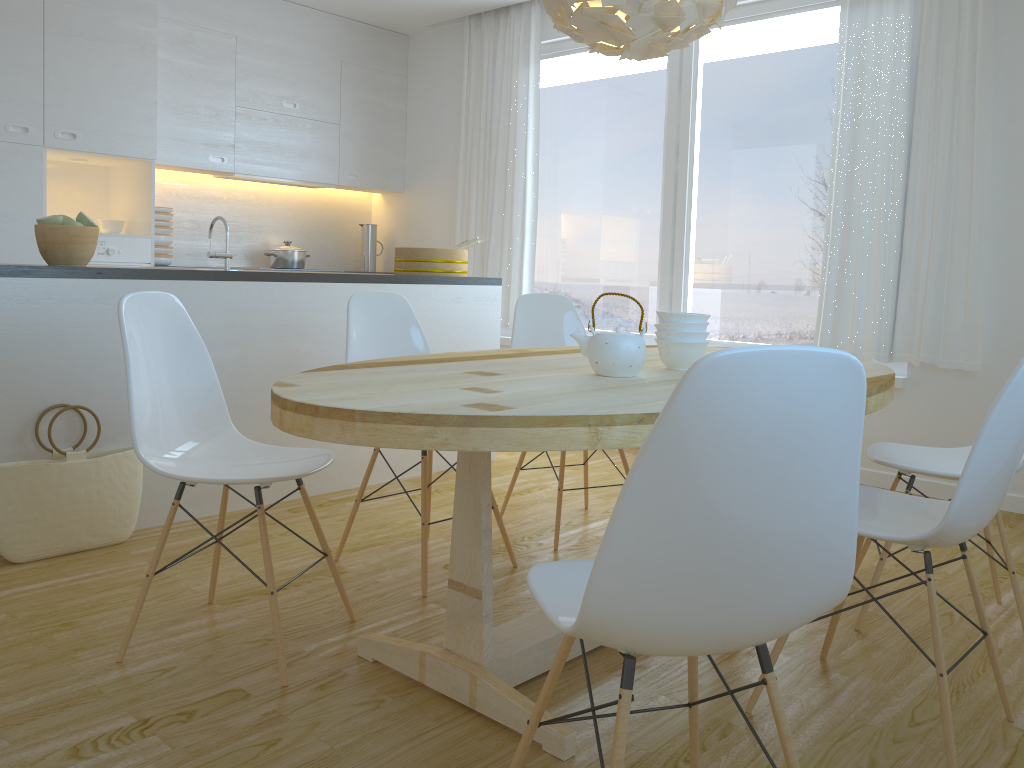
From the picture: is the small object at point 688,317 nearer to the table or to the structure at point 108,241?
the table

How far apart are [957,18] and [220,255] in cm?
331

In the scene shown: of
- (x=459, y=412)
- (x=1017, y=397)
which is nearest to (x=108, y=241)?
(x=459, y=412)

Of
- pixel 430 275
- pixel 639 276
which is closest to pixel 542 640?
pixel 430 275

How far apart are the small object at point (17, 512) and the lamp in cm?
200

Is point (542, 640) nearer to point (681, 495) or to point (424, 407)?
point (424, 407)

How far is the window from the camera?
4.56m

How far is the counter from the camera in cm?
289

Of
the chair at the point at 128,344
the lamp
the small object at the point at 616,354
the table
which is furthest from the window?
the chair at the point at 128,344

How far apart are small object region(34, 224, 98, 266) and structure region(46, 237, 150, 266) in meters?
1.9 m
